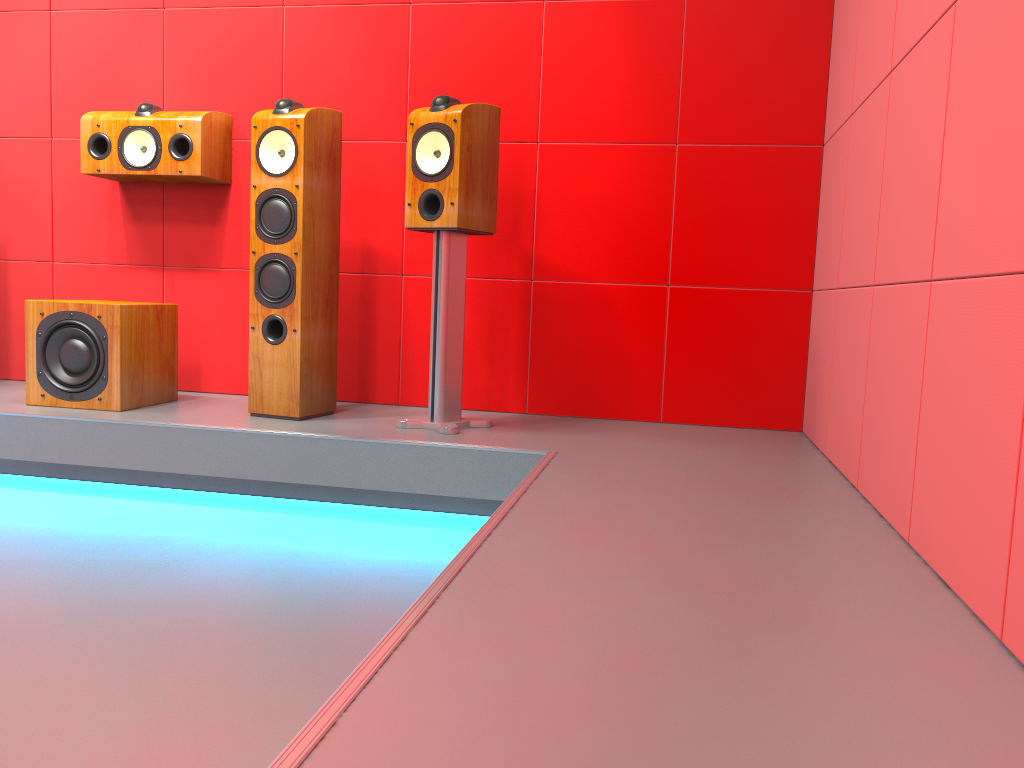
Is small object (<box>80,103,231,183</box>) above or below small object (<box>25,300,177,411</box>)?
above

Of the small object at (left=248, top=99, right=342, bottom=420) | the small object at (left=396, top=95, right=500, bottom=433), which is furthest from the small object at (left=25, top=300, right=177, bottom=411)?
the small object at (left=396, top=95, right=500, bottom=433)

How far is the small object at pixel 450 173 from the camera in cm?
273

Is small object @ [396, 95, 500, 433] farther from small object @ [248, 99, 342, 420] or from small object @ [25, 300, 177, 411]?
small object @ [25, 300, 177, 411]

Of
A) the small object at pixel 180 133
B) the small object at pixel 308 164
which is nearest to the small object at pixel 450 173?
the small object at pixel 308 164

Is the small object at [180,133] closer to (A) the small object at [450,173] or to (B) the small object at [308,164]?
(B) the small object at [308,164]

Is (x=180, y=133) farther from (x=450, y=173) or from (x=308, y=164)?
(x=450, y=173)

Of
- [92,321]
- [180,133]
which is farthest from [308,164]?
[92,321]

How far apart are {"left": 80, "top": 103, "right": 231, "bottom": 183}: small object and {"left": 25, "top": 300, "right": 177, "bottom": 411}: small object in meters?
0.5

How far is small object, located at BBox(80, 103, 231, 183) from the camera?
3.25m
